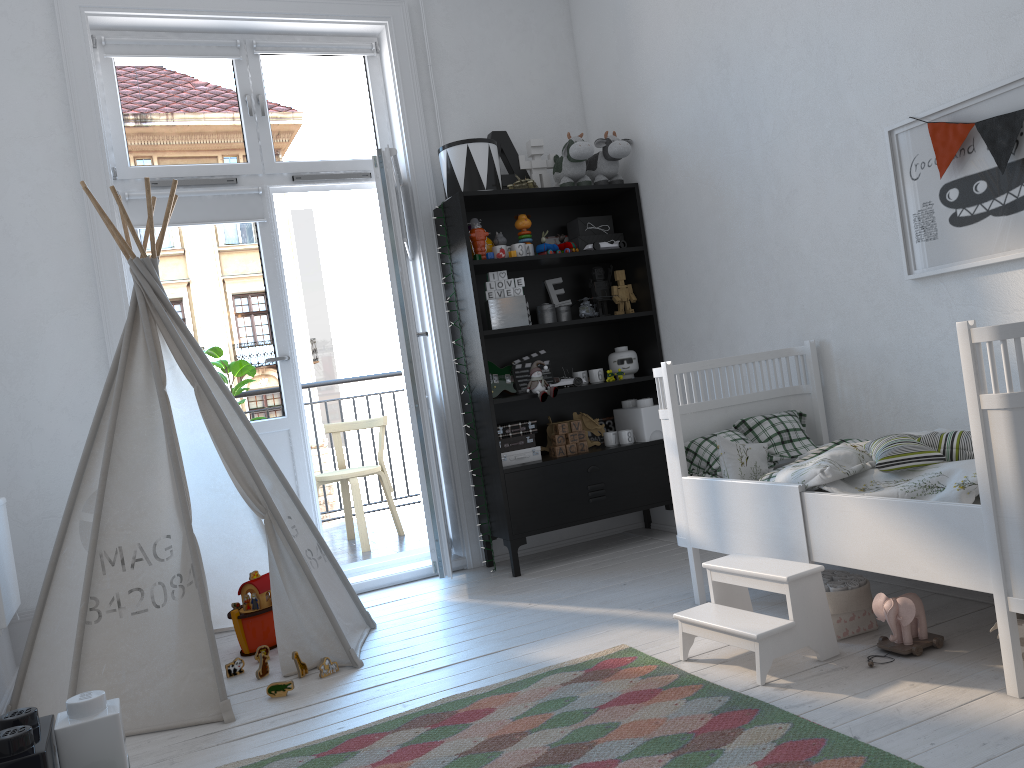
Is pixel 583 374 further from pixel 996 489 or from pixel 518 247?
pixel 996 489

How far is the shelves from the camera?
3.9 meters

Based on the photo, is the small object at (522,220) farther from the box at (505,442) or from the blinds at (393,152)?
the box at (505,442)

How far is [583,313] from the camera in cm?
406

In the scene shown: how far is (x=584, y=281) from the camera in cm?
442

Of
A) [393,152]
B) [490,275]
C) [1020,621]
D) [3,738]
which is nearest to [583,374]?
[490,275]

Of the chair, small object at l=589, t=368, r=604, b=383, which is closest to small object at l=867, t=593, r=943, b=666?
small object at l=589, t=368, r=604, b=383

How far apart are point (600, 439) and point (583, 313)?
0.7m

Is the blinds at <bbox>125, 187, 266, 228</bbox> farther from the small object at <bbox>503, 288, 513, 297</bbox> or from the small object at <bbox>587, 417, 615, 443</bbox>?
the small object at <bbox>587, 417, 615, 443</bbox>

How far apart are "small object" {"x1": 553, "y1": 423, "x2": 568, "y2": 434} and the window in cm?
151
